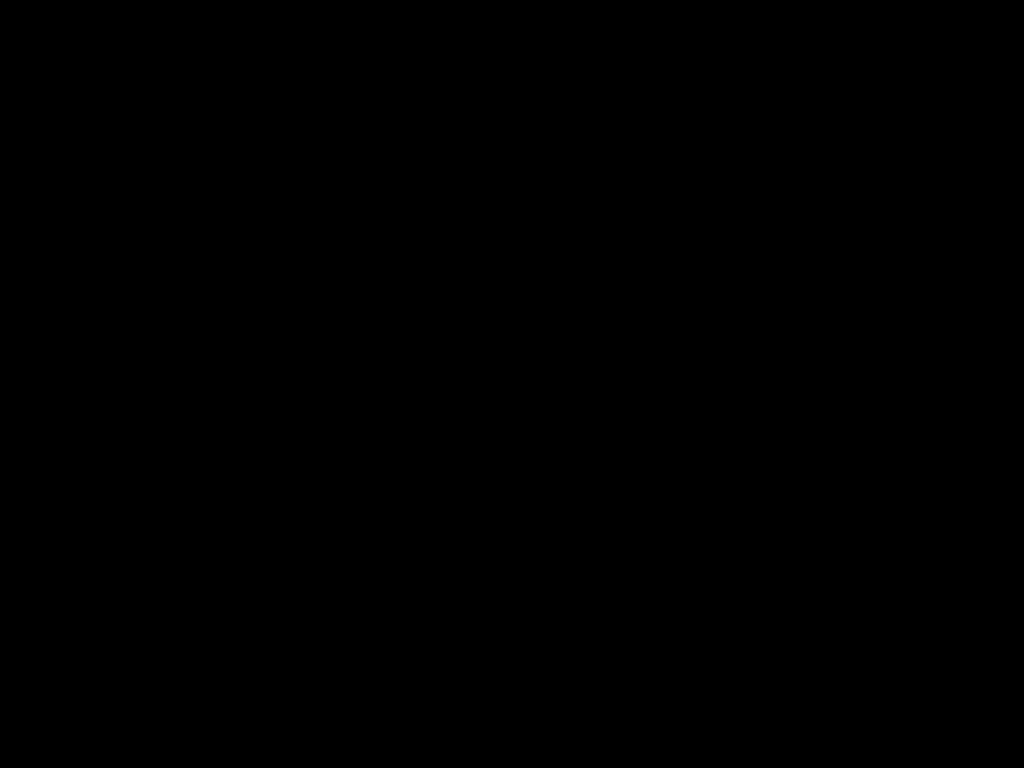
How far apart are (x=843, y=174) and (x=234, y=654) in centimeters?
31cm
